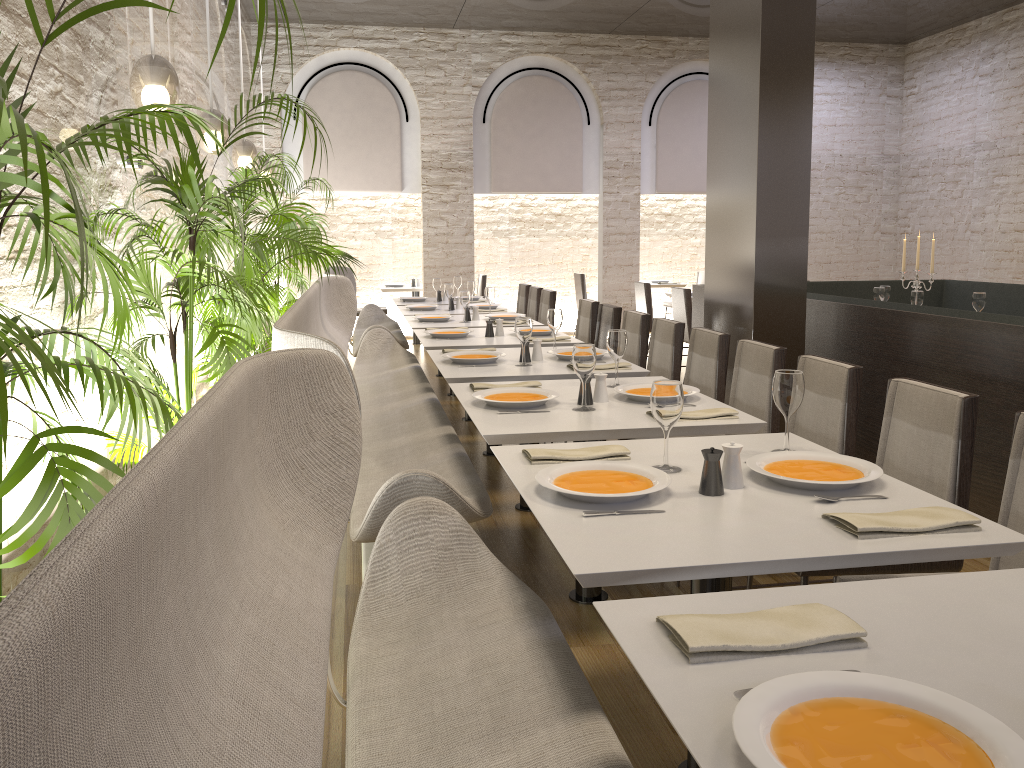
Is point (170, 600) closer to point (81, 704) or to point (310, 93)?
point (81, 704)

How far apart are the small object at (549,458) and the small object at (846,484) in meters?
0.3 m

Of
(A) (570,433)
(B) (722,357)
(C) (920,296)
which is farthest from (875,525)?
(C) (920,296)

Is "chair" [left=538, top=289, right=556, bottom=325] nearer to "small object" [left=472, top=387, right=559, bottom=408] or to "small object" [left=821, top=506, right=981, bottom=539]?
"small object" [left=472, top=387, right=559, bottom=408]

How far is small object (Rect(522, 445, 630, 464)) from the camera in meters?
2.4

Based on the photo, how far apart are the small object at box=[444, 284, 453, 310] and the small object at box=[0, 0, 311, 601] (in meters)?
5.40

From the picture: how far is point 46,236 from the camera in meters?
1.3 m

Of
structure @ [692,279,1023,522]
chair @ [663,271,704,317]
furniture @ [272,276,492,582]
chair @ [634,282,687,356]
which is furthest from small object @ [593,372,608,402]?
chair @ [663,271,704,317]

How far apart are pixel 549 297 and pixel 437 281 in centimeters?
131cm

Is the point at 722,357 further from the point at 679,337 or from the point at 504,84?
the point at 504,84
